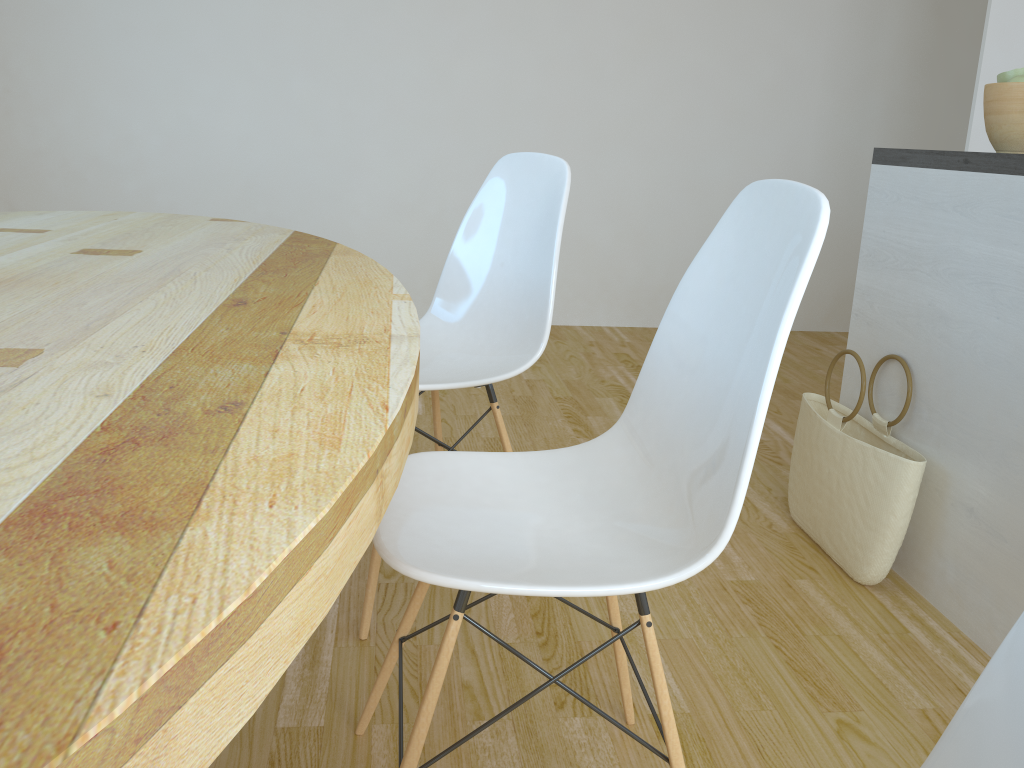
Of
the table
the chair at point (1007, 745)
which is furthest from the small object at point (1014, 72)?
the chair at point (1007, 745)

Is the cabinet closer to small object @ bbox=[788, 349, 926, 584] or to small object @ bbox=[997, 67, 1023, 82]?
small object @ bbox=[788, 349, 926, 584]

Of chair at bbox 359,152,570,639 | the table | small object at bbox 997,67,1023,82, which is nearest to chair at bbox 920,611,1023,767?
the table

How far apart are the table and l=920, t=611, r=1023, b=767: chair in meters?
0.4 m

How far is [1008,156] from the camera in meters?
1.7 m

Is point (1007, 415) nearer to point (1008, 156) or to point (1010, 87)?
point (1008, 156)

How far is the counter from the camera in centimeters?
167cm

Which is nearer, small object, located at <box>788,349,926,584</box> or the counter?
the counter

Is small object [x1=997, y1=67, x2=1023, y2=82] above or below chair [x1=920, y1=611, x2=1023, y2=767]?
above

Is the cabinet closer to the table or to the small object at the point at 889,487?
the small object at the point at 889,487
